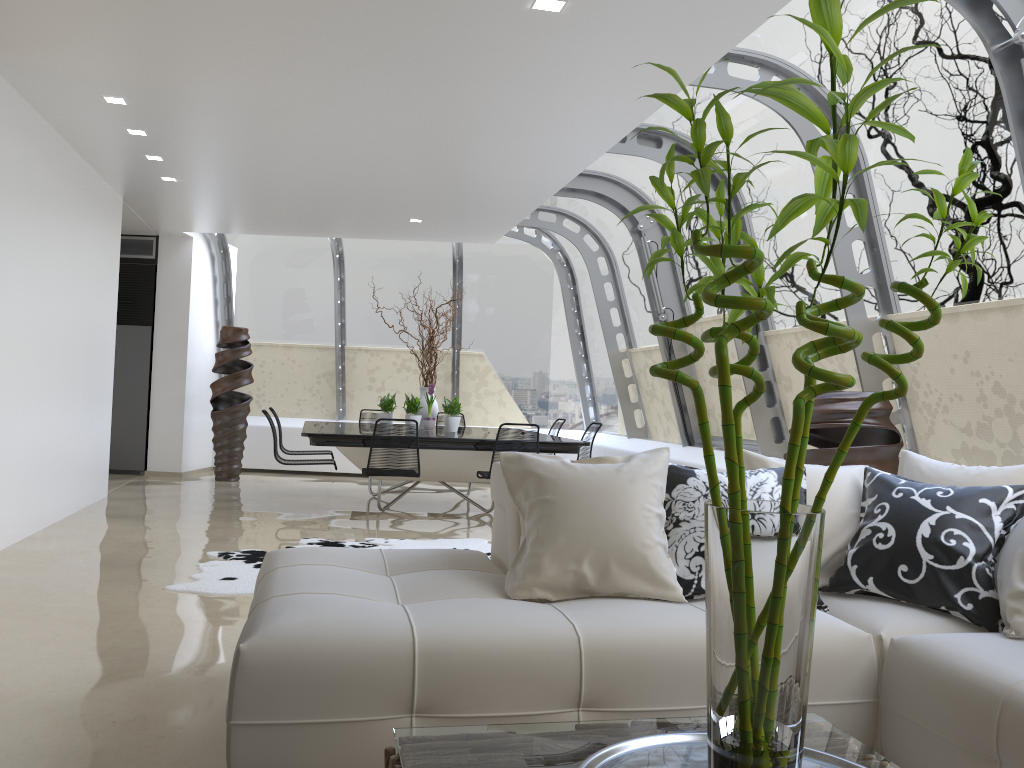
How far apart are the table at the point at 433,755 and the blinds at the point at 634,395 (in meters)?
8.29

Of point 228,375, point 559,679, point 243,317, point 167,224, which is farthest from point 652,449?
point 243,317

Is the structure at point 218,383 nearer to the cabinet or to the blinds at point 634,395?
the cabinet

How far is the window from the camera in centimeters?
456cm

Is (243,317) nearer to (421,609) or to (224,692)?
(224,692)

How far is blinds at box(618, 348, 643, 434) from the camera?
10.2m

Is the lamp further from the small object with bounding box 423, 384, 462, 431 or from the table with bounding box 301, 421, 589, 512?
the small object with bounding box 423, 384, 462, 431

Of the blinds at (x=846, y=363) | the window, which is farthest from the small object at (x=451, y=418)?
the blinds at (x=846, y=363)

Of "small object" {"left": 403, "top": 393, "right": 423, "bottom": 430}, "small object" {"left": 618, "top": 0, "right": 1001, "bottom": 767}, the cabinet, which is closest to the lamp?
"small object" {"left": 618, "top": 0, "right": 1001, "bottom": 767}

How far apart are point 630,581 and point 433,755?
1.25m
